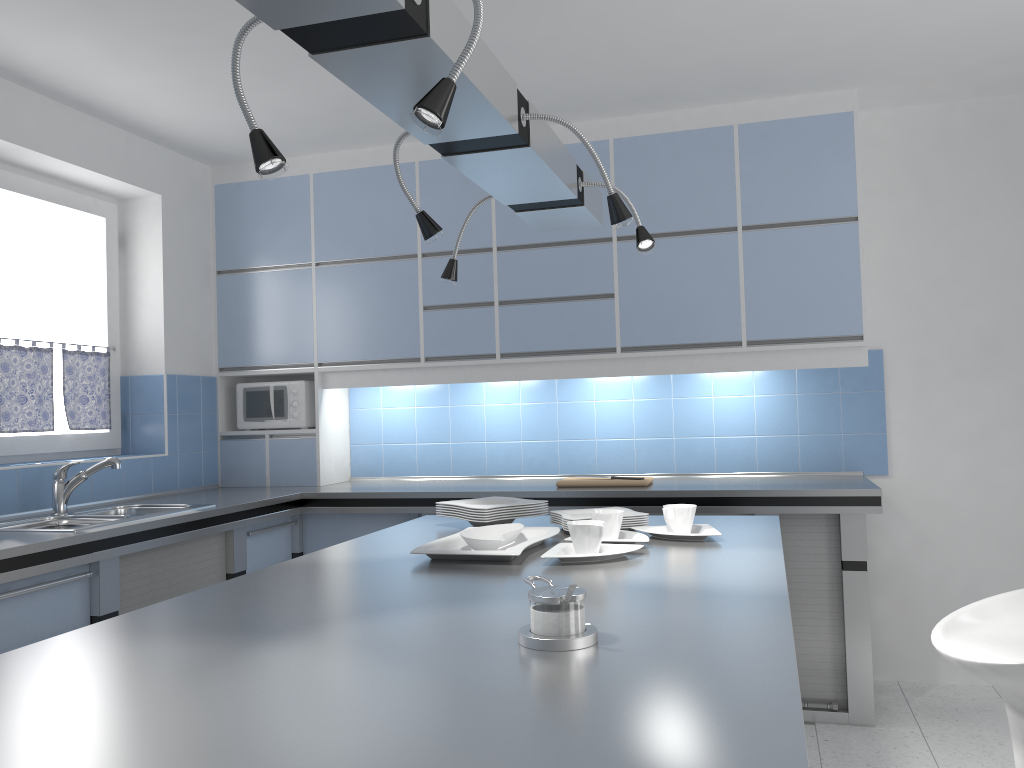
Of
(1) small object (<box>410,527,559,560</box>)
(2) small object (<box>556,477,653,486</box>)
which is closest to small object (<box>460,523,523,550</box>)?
(1) small object (<box>410,527,559,560</box>)

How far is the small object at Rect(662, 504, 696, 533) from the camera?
2.4 meters

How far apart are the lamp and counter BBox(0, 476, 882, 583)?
1.48m

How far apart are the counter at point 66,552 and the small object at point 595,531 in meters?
1.7

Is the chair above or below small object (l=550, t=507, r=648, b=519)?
below

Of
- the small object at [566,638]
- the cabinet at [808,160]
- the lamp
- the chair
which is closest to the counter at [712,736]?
the small object at [566,638]

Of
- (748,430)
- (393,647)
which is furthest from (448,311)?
(393,647)

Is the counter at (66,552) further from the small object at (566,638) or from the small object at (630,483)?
the small object at (566,638)

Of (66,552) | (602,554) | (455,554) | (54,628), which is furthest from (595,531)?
(54,628)

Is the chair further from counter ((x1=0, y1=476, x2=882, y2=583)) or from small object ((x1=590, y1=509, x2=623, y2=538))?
counter ((x1=0, y1=476, x2=882, y2=583))
